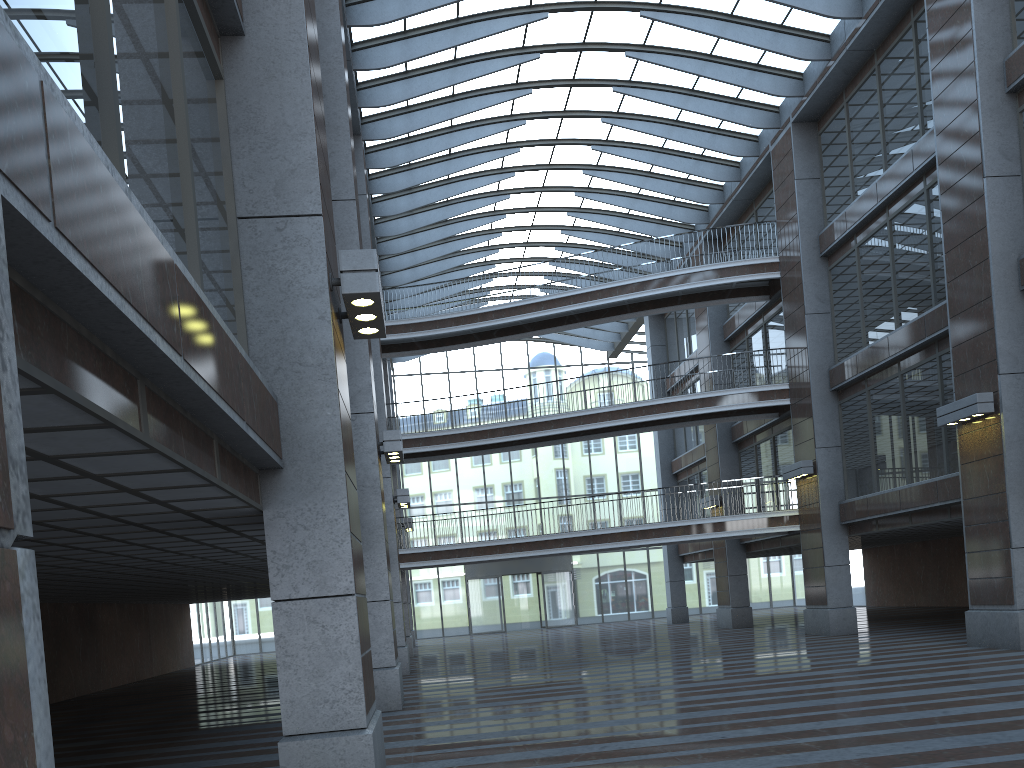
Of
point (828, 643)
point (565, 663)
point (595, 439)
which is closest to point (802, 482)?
point (828, 643)

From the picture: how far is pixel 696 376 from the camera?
35.40m
